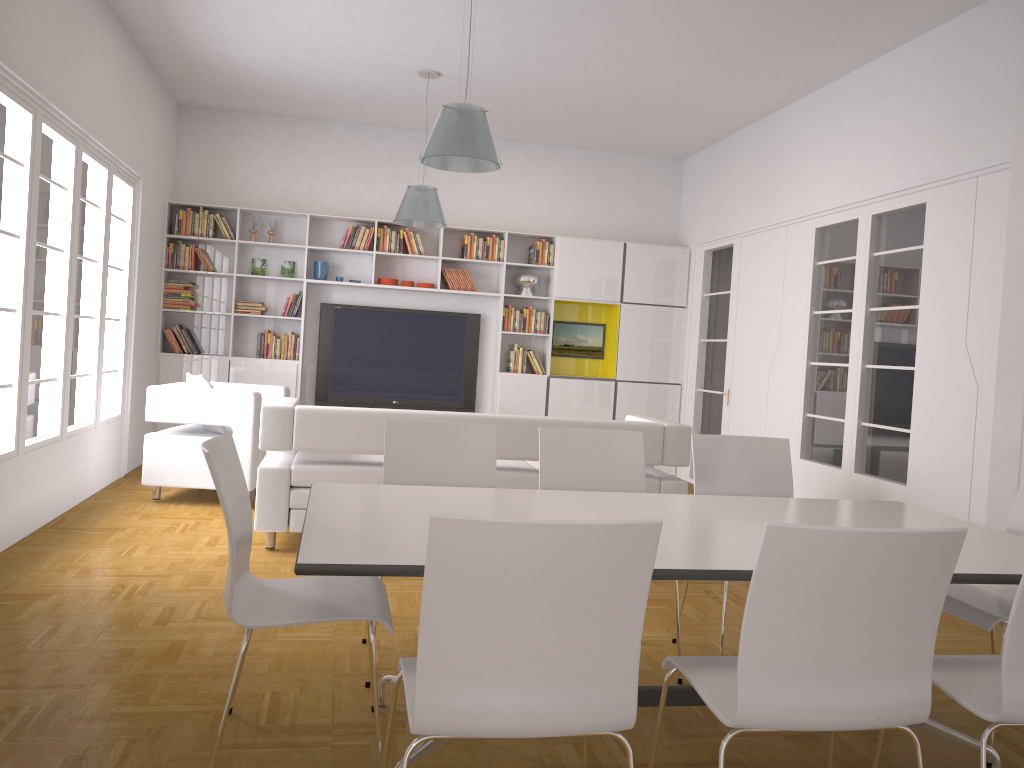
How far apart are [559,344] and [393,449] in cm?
603

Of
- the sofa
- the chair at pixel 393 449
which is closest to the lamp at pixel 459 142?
the sofa

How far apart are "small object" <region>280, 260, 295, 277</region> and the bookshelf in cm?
6

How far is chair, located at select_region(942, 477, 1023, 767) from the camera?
2.9 meters

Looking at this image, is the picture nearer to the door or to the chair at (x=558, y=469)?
the door

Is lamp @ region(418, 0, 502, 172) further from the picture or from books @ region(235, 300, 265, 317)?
the picture

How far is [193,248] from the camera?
8.62m

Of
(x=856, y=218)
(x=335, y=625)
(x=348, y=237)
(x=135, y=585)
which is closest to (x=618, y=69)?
(x=856, y=218)

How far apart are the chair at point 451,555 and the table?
0.2 meters

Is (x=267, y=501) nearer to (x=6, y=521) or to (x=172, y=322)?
(x=6, y=521)
